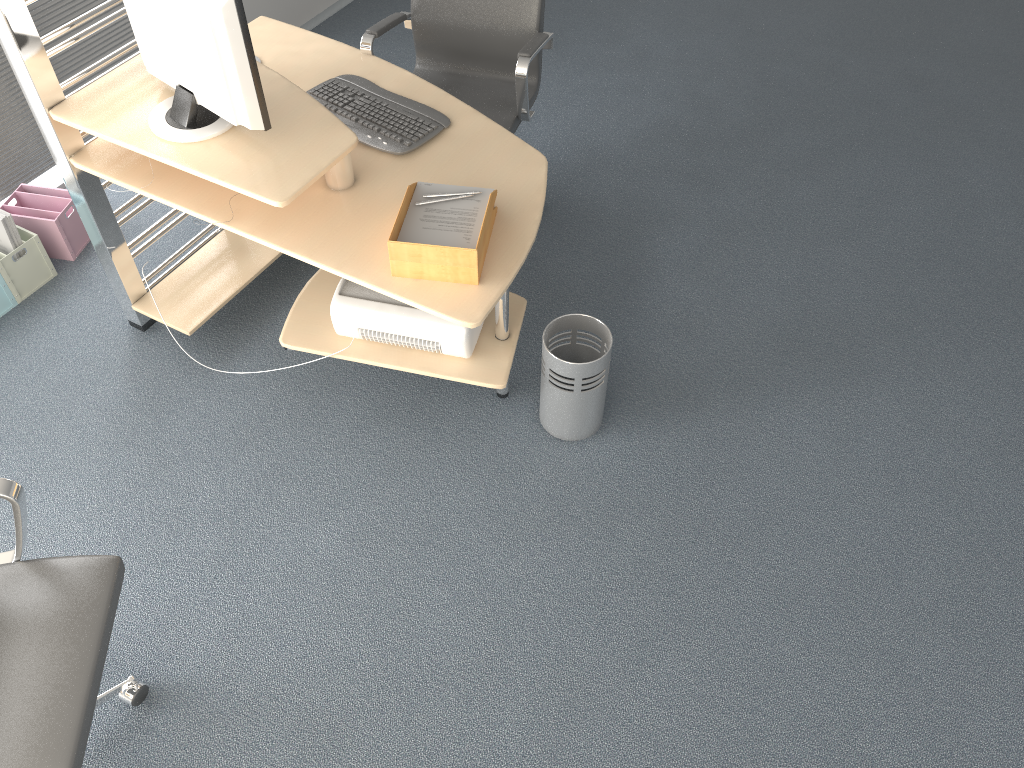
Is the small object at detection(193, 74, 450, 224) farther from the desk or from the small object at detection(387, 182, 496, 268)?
the small object at detection(387, 182, 496, 268)

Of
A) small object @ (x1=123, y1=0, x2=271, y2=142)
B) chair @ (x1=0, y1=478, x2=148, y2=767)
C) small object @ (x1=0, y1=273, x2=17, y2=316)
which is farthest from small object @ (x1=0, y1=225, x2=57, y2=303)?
chair @ (x1=0, y1=478, x2=148, y2=767)

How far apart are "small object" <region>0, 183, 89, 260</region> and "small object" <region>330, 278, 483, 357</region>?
1.33m

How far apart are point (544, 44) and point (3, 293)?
2.1 meters

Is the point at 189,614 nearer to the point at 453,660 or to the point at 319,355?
the point at 453,660

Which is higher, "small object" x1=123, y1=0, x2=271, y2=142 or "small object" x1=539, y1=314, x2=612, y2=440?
"small object" x1=123, y1=0, x2=271, y2=142

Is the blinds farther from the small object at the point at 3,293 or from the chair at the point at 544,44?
the chair at the point at 544,44

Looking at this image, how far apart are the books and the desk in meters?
0.5 m

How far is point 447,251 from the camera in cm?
218

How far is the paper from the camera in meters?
2.3
